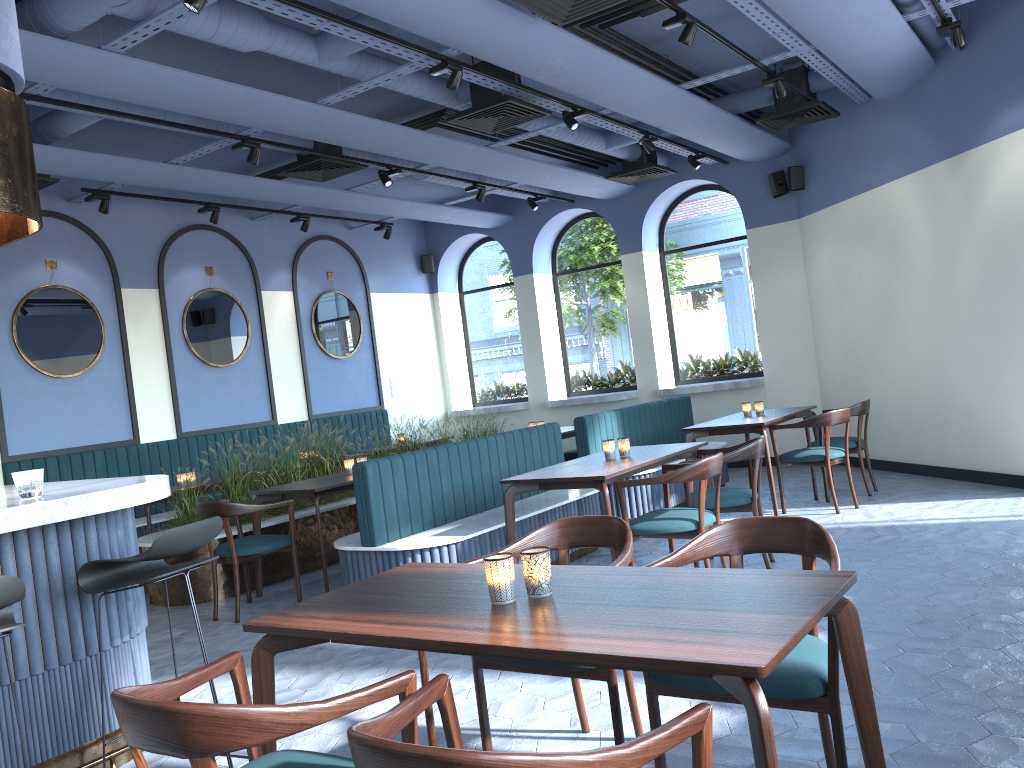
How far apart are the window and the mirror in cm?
205

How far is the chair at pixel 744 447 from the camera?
5.24m

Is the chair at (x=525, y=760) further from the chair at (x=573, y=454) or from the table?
the chair at (x=573, y=454)

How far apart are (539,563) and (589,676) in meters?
0.7

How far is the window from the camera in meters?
10.7 m

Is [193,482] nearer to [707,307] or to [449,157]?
[449,157]

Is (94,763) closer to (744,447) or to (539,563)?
(539,563)

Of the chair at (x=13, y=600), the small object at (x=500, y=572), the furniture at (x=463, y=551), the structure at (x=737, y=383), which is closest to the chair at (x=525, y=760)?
the small object at (x=500, y=572)

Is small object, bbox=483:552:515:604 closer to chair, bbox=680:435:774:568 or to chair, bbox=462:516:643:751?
chair, bbox=462:516:643:751

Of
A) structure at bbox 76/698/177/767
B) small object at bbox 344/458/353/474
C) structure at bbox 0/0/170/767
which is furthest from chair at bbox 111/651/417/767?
small object at bbox 344/458/353/474
